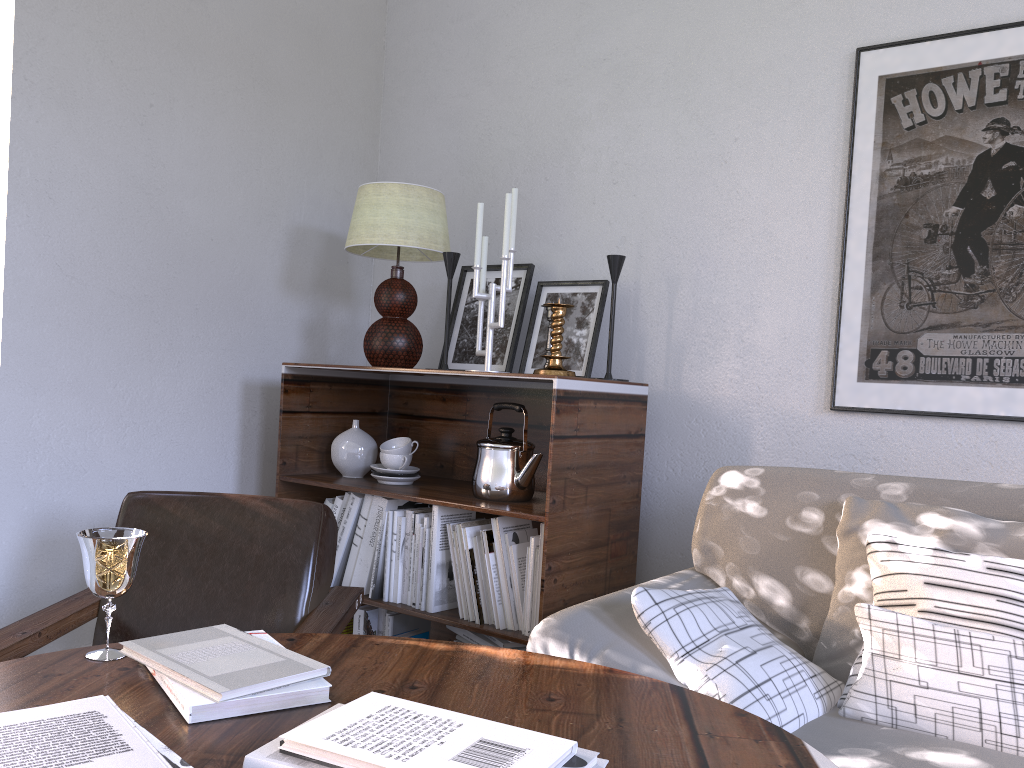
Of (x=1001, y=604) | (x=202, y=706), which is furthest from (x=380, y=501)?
(x=1001, y=604)

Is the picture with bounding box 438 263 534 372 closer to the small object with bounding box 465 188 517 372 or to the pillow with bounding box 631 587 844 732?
the small object with bounding box 465 188 517 372

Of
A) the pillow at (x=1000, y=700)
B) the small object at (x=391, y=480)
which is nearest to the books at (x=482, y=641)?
the small object at (x=391, y=480)

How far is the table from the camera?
0.84m

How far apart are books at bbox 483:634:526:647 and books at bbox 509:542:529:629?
0.1m

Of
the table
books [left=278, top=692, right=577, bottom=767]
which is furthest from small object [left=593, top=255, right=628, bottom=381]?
books [left=278, top=692, right=577, bottom=767]

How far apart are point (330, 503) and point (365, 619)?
0.28m

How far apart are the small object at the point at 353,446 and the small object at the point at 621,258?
0.6 meters

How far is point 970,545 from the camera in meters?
1.3 m

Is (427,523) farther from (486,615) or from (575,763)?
(575,763)
